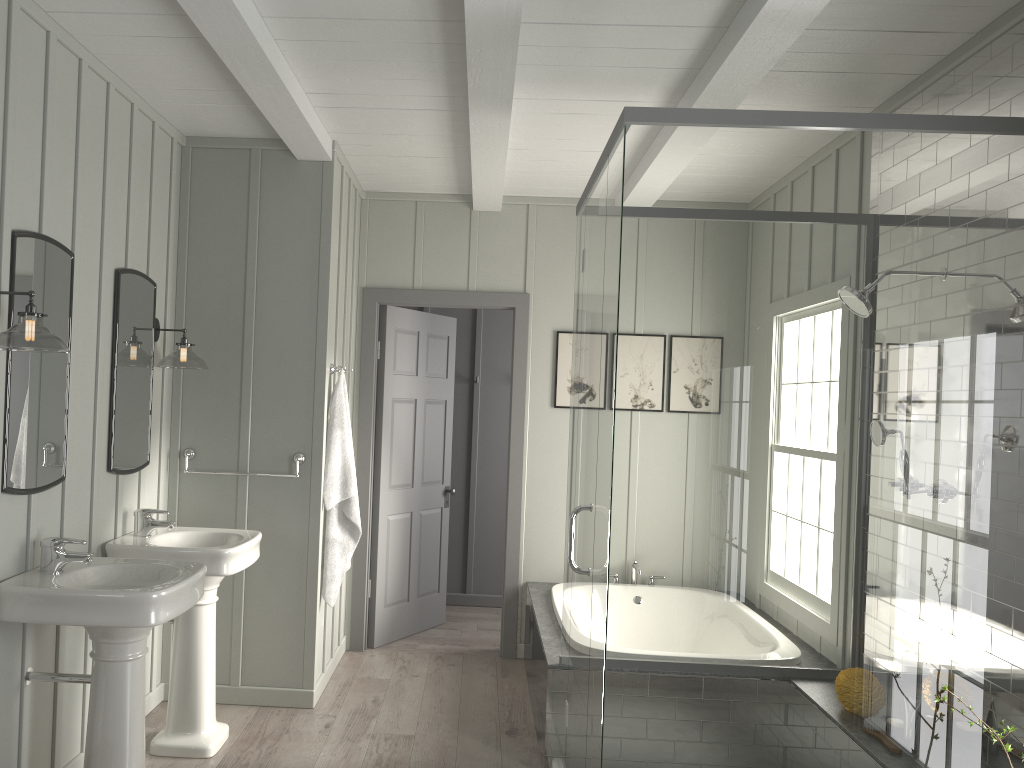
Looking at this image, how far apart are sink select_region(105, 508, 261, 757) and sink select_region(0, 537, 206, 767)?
0.3 meters

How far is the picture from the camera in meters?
5.3

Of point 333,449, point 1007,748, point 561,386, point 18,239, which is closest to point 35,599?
point 18,239

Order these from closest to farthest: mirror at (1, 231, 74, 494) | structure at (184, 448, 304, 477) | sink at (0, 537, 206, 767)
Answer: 1. sink at (0, 537, 206, 767)
2. mirror at (1, 231, 74, 494)
3. structure at (184, 448, 304, 477)

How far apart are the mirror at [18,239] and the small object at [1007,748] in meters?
2.9 m

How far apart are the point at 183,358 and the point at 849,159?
2.9m

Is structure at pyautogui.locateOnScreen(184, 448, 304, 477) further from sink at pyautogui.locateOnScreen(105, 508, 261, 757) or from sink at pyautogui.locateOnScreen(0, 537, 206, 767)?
sink at pyautogui.locateOnScreen(0, 537, 206, 767)

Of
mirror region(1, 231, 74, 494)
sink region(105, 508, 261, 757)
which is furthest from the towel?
mirror region(1, 231, 74, 494)

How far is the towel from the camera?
4.3 meters

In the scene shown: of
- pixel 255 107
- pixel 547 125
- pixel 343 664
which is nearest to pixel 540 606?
pixel 343 664
